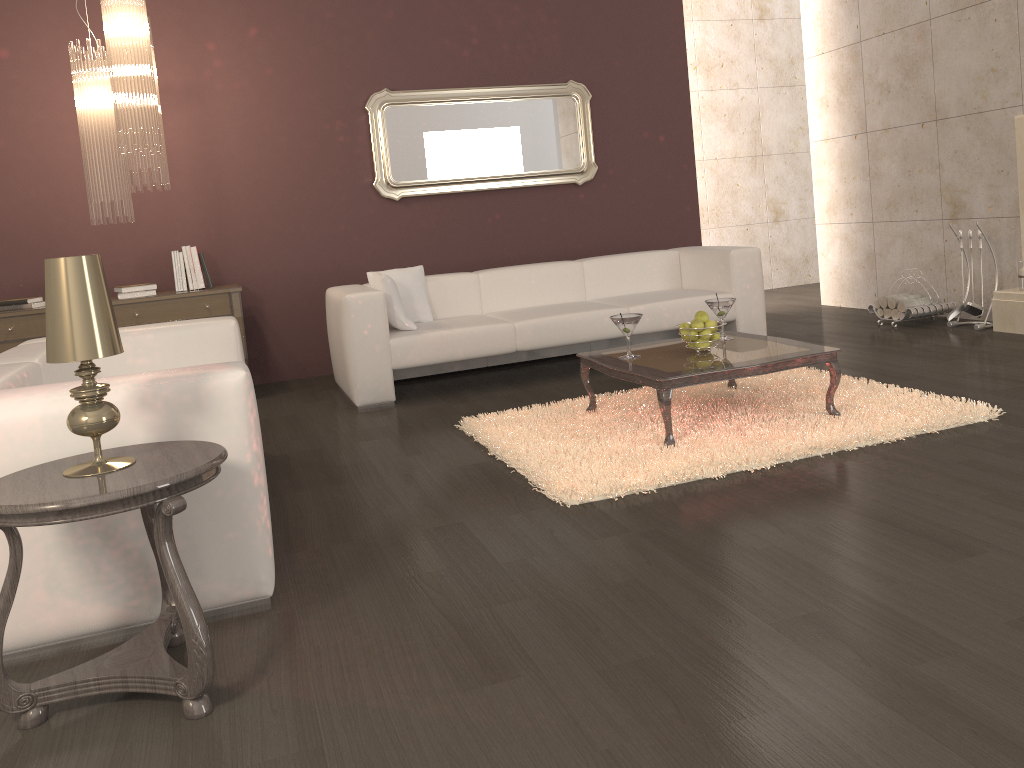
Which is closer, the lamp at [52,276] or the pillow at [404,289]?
the lamp at [52,276]

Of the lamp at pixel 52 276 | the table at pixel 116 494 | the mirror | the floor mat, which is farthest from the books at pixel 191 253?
the lamp at pixel 52 276

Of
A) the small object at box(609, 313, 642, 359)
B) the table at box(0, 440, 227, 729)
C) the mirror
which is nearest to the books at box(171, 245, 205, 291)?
the mirror

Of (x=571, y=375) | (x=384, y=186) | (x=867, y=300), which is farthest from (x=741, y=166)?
(x=571, y=375)

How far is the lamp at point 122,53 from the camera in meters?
4.6

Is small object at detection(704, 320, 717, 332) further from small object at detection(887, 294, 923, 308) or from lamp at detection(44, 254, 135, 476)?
small object at detection(887, 294, 923, 308)

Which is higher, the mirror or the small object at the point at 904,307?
the mirror

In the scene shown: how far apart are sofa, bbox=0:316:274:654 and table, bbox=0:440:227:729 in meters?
0.1

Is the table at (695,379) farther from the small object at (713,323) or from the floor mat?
the small object at (713,323)

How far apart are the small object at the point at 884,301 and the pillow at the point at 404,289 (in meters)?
3.20
